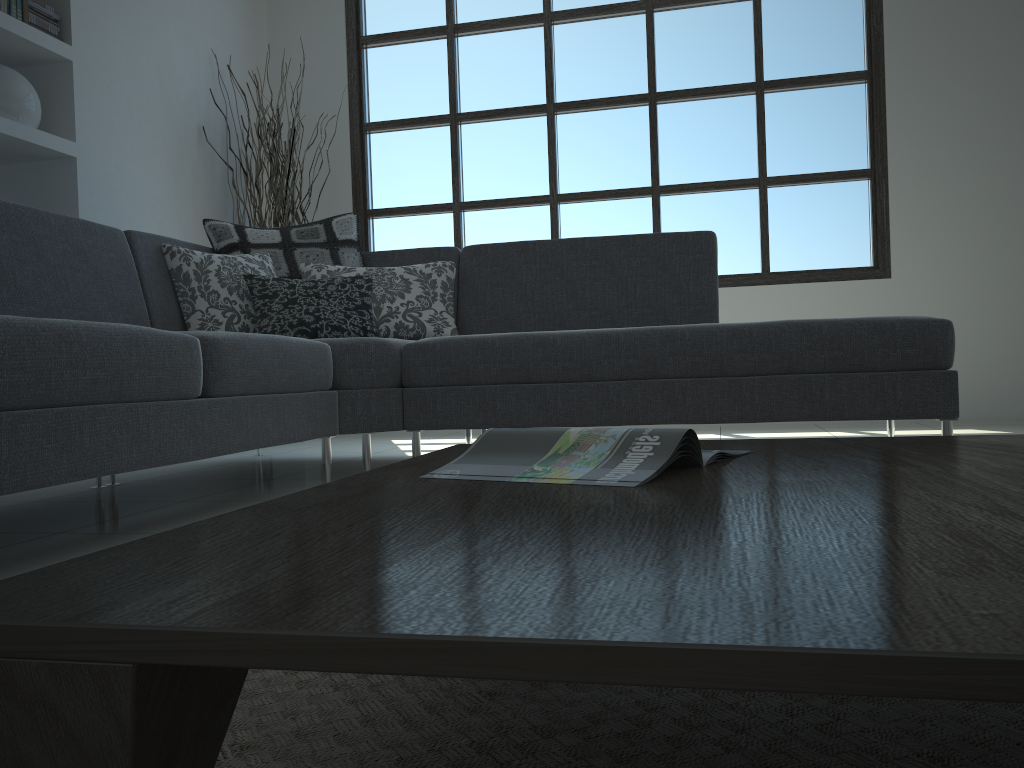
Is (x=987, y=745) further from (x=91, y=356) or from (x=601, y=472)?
(x=91, y=356)

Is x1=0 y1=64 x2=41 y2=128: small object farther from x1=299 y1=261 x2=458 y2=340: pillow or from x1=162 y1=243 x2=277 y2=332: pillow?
x1=299 y1=261 x2=458 y2=340: pillow

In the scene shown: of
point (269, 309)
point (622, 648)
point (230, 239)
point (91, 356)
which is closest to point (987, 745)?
point (622, 648)

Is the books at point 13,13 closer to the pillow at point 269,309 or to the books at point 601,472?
the pillow at point 269,309

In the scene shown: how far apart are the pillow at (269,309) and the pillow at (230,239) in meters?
0.2 m

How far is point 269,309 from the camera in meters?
3.1 m

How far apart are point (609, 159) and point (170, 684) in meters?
5.0

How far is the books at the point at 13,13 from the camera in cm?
353

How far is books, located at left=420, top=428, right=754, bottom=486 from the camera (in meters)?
0.89

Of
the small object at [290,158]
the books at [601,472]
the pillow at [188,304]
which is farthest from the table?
the small object at [290,158]
